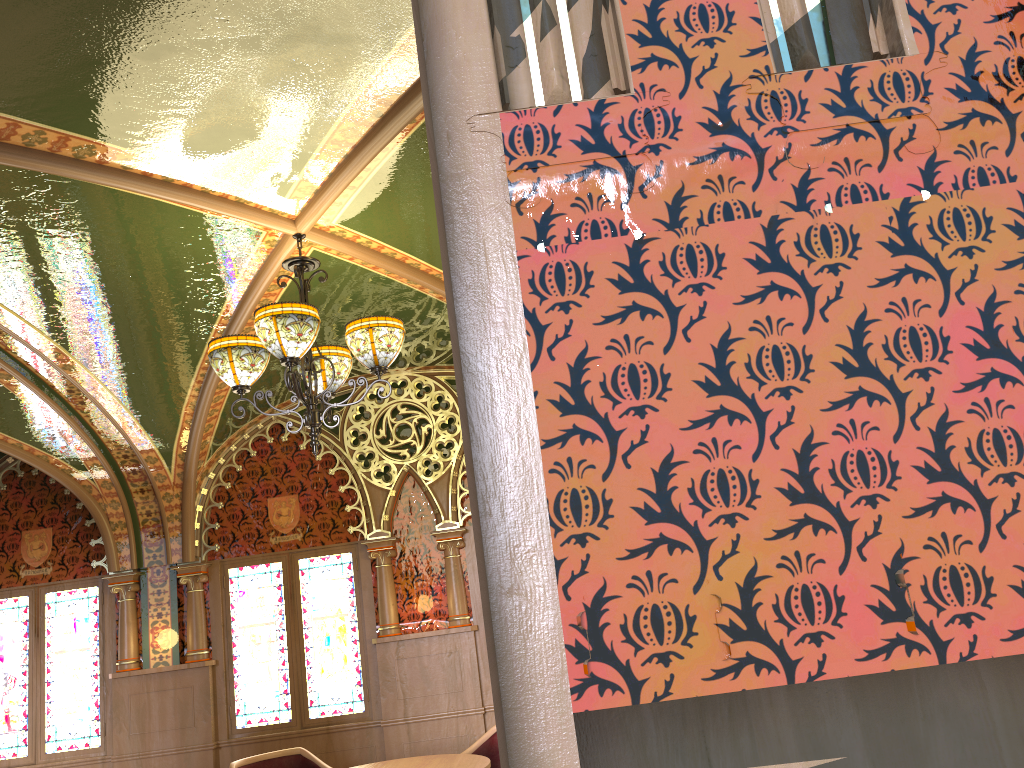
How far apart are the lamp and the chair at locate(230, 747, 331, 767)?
2.63m

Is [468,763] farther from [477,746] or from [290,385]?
[290,385]

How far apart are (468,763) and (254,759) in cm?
175

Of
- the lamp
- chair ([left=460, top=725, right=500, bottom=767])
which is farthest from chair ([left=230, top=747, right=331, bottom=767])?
the lamp

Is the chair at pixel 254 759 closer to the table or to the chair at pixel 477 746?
the table

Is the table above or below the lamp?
below

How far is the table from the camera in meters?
5.0 m

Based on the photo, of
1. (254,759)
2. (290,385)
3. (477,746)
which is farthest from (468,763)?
(290,385)

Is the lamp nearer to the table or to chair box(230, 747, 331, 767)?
the table

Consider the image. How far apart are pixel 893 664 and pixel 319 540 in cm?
653
